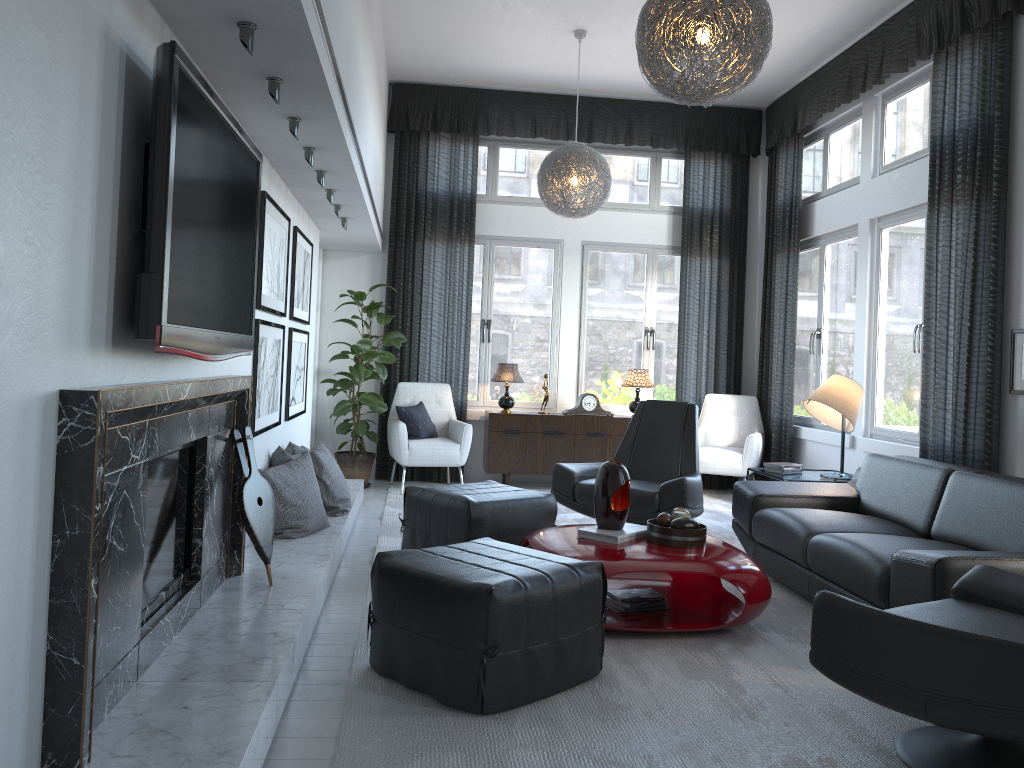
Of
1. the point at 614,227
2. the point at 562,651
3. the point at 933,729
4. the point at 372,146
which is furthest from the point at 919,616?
the point at 614,227

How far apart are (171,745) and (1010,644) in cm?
189

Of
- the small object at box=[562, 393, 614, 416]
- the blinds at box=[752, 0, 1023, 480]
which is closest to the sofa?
the blinds at box=[752, 0, 1023, 480]

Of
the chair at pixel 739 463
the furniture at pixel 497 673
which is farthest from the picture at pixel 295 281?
the chair at pixel 739 463

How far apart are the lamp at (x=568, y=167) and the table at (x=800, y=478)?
2.05m

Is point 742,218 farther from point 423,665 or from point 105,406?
point 105,406

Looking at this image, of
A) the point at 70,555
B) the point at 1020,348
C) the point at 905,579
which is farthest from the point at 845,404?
the point at 70,555

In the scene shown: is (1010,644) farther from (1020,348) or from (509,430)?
(509,430)

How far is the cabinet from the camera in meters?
7.0

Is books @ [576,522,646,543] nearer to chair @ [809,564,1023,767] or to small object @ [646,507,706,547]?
small object @ [646,507,706,547]
